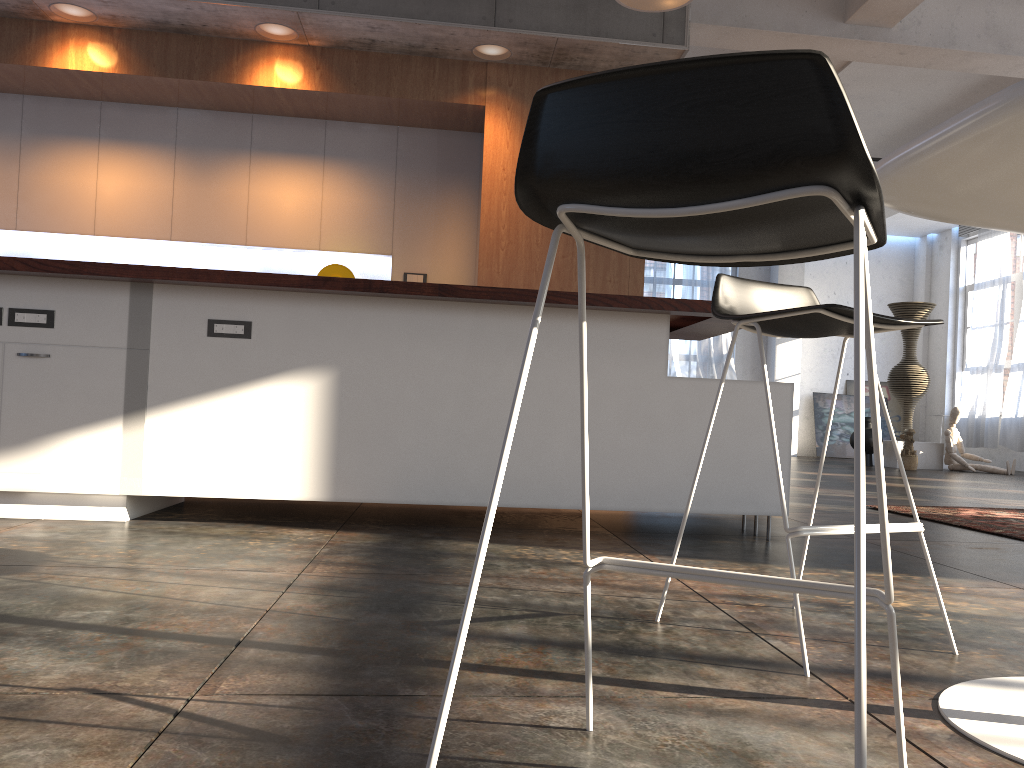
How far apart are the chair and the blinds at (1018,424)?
12.13m

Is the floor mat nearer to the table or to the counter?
the counter

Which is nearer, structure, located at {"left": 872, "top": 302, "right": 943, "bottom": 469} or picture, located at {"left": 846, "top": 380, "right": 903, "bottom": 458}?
structure, located at {"left": 872, "top": 302, "right": 943, "bottom": 469}

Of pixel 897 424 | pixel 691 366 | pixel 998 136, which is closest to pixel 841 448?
pixel 897 424

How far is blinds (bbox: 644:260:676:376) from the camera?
15.0 meters

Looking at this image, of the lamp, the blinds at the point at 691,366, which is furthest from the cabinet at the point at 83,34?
the blinds at the point at 691,366

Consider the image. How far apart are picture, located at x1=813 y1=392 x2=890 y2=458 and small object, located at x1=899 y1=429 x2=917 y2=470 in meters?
3.6 m

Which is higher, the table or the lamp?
the lamp

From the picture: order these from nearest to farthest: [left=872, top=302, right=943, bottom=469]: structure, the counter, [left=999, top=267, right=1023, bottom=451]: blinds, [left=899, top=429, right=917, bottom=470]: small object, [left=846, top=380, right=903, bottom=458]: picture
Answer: the counter, [left=899, top=429, right=917, bottom=470]: small object, [left=872, top=302, right=943, bottom=469]: structure, [left=999, top=267, right=1023, bottom=451]: blinds, [left=846, top=380, right=903, bottom=458]: picture

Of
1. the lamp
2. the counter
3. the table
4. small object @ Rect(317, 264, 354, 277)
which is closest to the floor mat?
the counter
